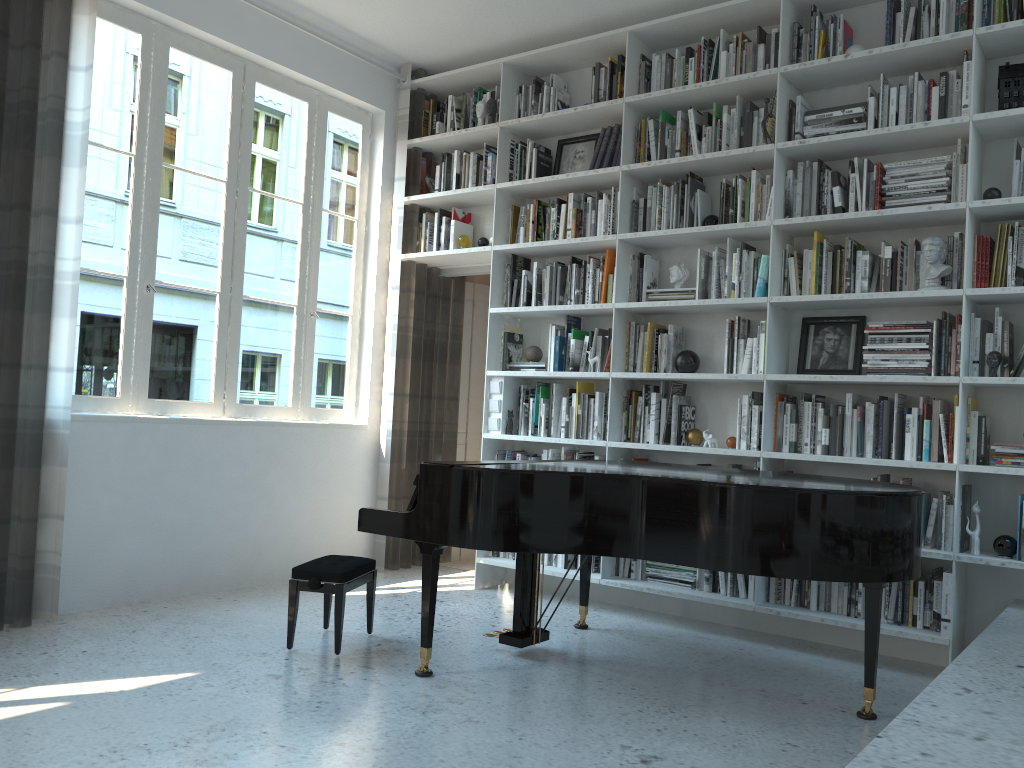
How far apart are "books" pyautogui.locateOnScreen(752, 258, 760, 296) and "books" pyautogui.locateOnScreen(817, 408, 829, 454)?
0.79m

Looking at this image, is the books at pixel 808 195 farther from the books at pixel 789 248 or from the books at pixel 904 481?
the books at pixel 904 481

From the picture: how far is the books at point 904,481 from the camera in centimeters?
389cm

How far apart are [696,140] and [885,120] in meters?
0.9

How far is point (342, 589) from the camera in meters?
3.6 m

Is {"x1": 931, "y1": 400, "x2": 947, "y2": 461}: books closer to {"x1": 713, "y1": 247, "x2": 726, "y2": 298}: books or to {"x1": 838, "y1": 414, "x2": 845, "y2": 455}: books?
{"x1": 838, "y1": 414, "x2": 845, "y2": 455}: books

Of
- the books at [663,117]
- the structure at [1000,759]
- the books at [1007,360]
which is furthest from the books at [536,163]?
the structure at [1000,759]

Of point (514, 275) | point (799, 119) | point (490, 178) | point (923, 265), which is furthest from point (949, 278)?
point (490, 178)

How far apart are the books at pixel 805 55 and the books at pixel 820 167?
0.5m

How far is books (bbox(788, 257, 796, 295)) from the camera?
4.3 meters
